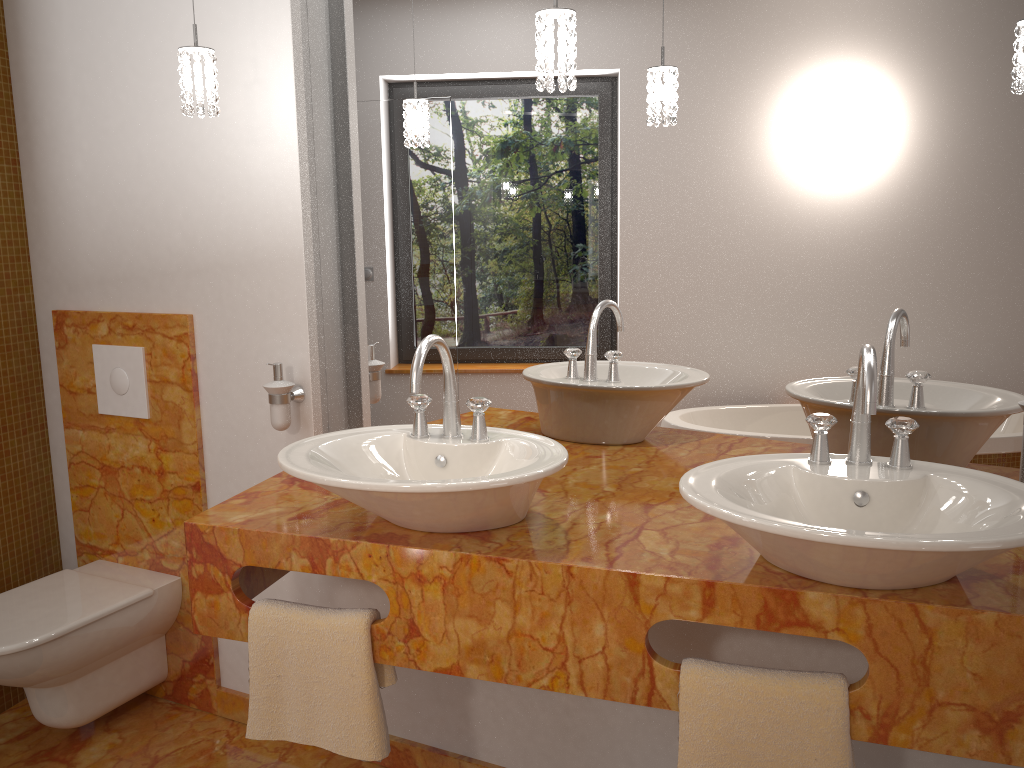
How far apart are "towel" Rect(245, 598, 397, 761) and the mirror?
0.6 meters

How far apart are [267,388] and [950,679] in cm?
155

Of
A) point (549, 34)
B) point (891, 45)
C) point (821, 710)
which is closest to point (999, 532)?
point (821, 710)

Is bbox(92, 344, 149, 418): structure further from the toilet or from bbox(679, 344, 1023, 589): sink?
bbox(679, 344, 1023, 589): sink

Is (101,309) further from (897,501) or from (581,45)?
(897,501)

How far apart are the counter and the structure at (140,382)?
0.62m

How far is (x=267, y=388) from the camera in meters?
2.1 m

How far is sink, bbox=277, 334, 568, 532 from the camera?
1.4 meters

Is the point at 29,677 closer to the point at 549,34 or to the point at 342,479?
the point at 342,479

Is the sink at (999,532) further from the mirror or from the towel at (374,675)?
the towel at (374,675)
